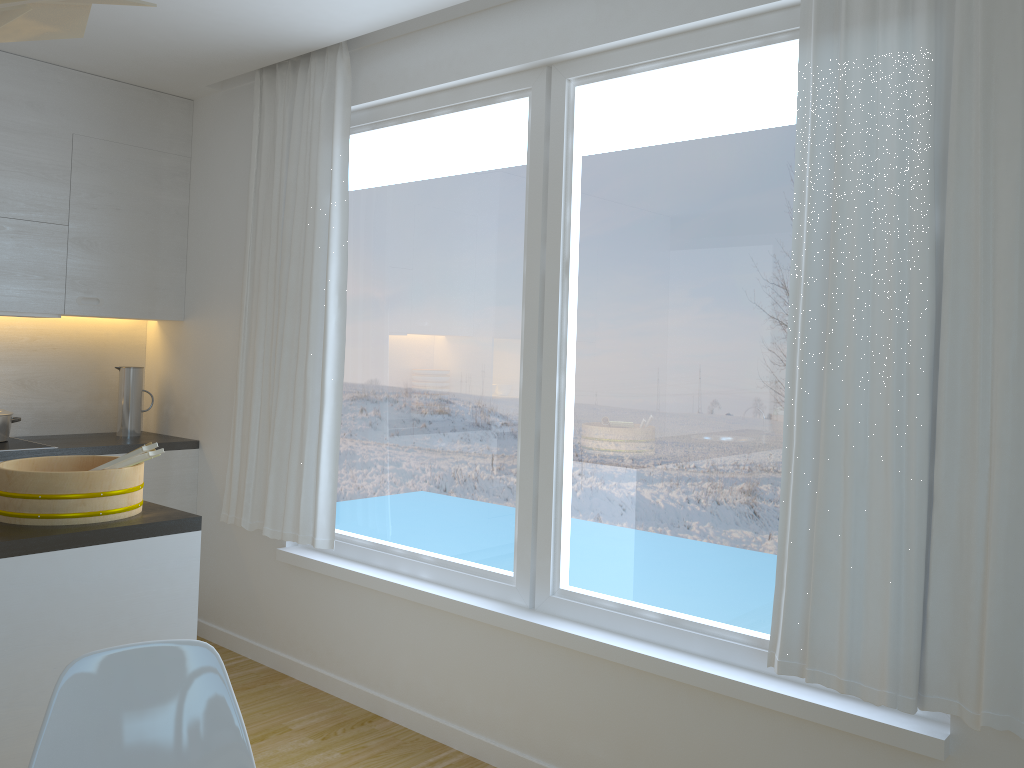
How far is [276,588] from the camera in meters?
4.0 m

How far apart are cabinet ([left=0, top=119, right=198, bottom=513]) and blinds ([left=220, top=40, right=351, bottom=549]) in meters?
0.4

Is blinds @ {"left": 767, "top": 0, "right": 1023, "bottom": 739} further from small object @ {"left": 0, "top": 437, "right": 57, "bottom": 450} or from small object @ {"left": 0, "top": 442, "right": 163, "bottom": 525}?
small object @ {"left": 0, "top": 437, "right": 57, "bottom": 450}

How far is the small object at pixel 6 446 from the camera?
3.9 meters

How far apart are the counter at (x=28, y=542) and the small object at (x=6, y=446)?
1.65m

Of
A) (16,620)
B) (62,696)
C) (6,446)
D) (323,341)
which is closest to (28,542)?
(16,620)

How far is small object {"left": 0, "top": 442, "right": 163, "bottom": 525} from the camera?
2.31m

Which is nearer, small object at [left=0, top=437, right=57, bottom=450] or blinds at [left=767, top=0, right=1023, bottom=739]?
blinds at [left=767, top=0, right=1023, bottom=739]

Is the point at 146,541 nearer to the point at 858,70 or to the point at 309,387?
the point at 309,387

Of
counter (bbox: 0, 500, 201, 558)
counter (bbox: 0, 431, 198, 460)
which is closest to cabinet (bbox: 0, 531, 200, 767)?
counter (bbox: 0, 500, 201, 558)
